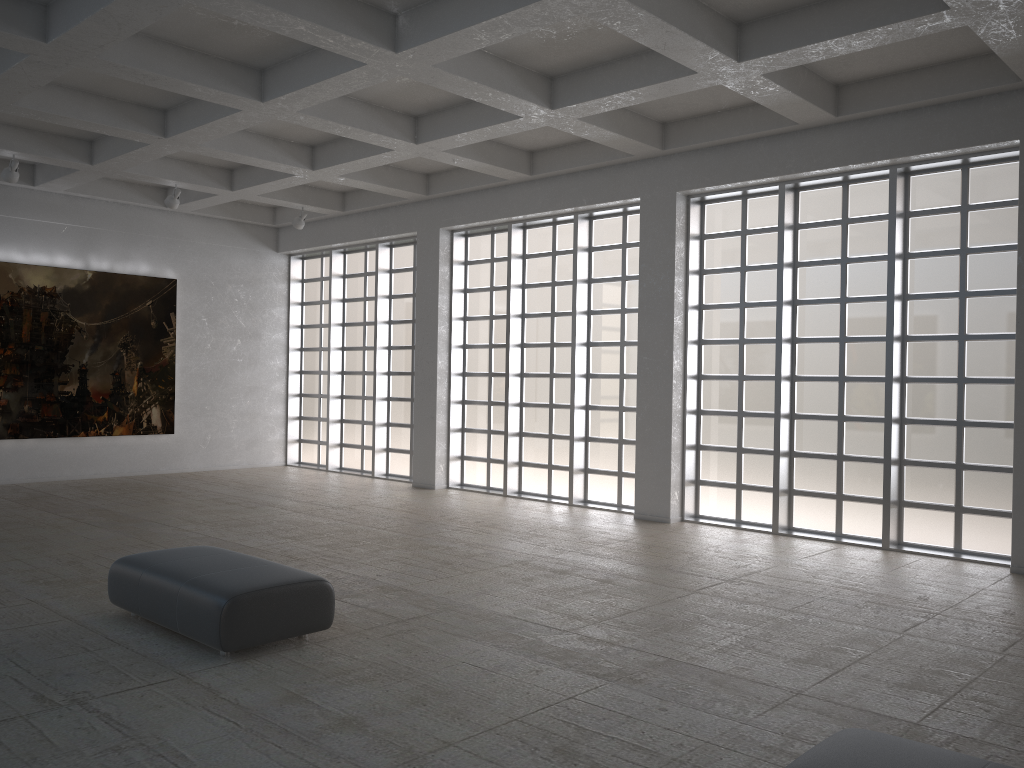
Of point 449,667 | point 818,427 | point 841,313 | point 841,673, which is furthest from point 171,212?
point 841,673
